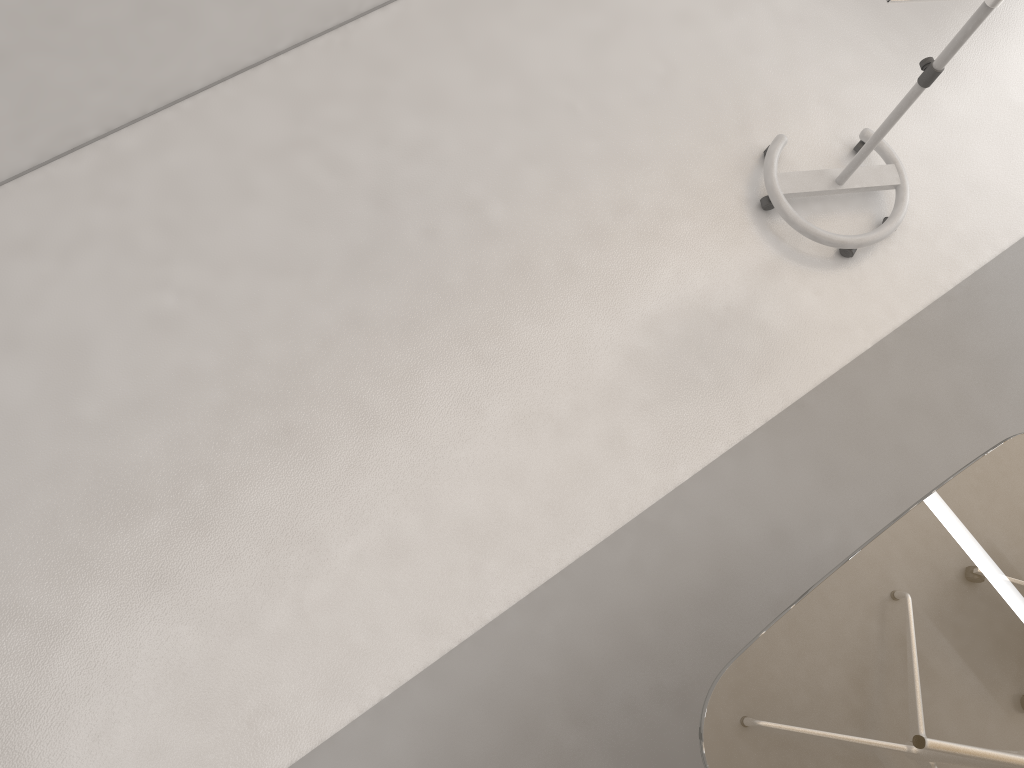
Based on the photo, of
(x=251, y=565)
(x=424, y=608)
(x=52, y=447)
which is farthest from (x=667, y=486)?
(x=52, y=447)

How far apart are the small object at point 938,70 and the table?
1.1m

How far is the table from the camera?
1.96m

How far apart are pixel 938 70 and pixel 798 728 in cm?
191

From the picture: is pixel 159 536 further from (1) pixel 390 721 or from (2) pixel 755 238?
(2) pixel 755 238

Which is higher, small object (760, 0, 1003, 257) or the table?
the table

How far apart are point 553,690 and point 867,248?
1.9 meters

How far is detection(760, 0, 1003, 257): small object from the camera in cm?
261

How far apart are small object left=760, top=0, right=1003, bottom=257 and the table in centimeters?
108cm

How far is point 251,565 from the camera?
2.6m
